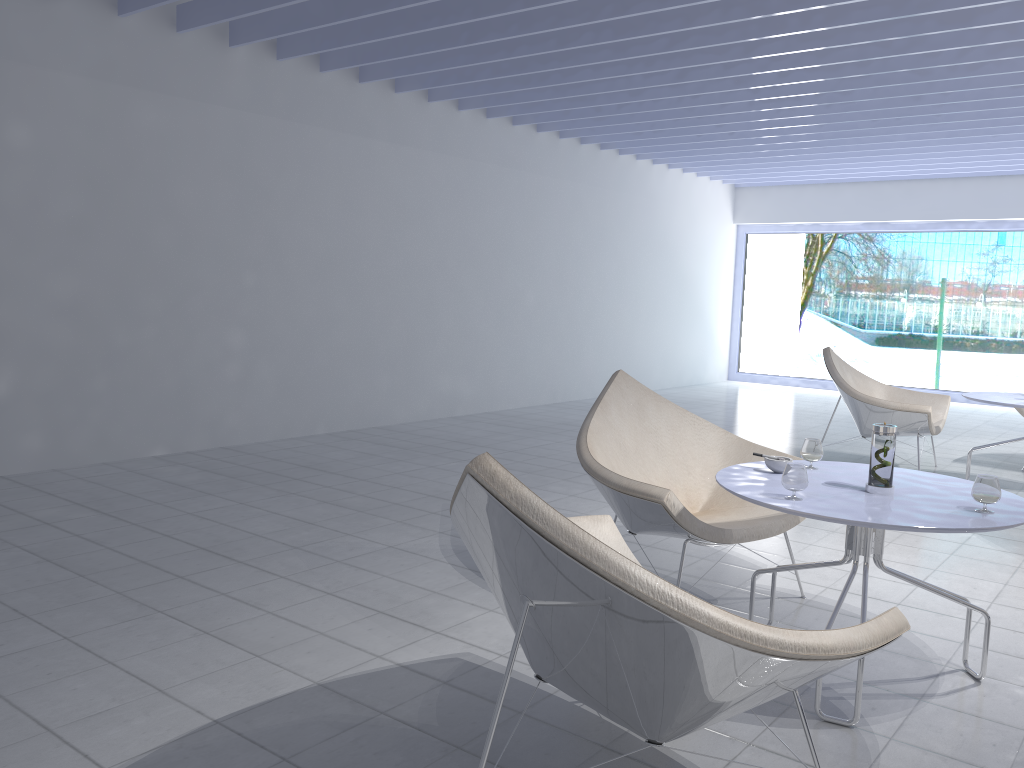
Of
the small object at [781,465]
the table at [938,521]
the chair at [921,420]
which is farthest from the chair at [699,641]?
the chair at [921,420]

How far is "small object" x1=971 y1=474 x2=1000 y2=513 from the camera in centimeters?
220cm

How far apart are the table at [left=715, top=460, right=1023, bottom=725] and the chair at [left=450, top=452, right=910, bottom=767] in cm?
34

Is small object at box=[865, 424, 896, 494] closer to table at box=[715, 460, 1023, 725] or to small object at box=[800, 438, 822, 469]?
table at box=[715, 460, 1023, 725]

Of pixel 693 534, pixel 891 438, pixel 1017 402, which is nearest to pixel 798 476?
pixel 891 438

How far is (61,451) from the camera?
4.8 meters

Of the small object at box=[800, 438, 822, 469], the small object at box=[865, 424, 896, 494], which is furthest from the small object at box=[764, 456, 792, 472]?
the small object at box=[865, 424, 896, 494]

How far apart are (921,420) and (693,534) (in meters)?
3.09

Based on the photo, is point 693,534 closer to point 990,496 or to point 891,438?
point 891,438

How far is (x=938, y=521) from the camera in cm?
212
